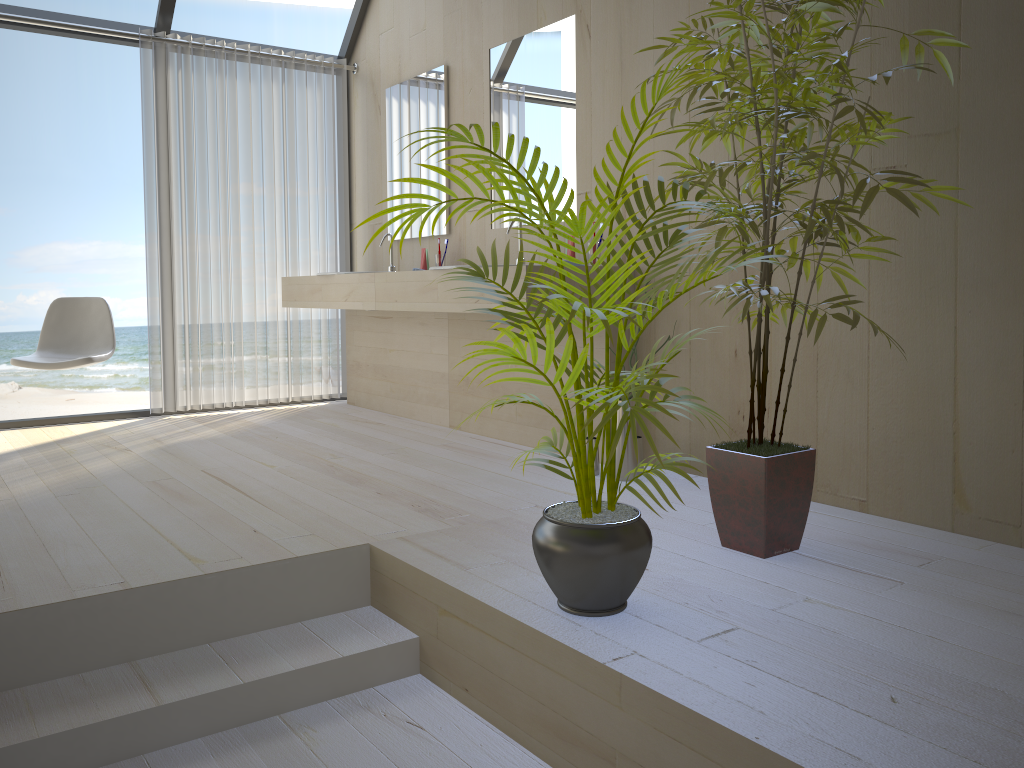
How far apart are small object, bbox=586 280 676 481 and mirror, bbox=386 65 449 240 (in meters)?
1.81

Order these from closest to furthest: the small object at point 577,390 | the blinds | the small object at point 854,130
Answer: the small object at point 577,390 → the small object at point 854,130 → the blinds

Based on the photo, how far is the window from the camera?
4.5m

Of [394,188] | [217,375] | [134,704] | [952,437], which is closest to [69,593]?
[134,704]

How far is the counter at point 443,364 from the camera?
4.5 meters

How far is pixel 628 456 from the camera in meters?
3.2 m

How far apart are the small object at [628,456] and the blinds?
2.7m

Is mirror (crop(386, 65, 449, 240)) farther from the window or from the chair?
the chair

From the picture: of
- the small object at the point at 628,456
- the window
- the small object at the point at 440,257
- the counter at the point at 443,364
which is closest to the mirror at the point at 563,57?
the small object at the point at 440,257

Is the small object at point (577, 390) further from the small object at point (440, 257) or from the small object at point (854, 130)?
the small object at point (440, 257)
